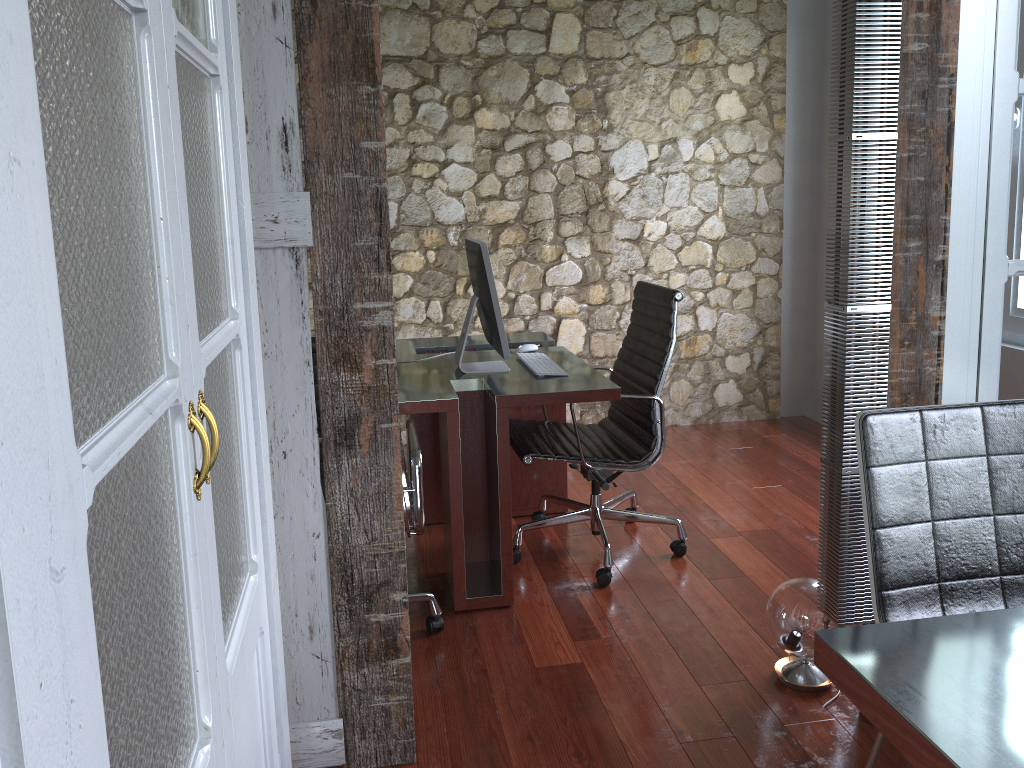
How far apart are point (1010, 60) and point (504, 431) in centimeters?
172cm

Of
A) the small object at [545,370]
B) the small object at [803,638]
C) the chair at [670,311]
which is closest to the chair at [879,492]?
the small object at [803,638]

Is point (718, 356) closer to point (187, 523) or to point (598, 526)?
point (598, 526)

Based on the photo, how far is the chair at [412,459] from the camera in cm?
252

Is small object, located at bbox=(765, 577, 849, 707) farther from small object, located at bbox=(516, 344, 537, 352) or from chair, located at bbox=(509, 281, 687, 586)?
small object, located at bbox=(516, 344, 537, 352)

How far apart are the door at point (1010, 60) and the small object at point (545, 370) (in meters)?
1.40

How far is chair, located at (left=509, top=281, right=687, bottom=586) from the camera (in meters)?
3.17

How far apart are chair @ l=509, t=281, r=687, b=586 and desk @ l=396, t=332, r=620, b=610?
0.1m

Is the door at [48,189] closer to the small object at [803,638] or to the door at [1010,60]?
the small object at [803,638]

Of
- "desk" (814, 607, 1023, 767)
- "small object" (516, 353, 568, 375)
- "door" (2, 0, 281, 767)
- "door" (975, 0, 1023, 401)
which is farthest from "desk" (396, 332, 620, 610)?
"desk" (814, 607, 1023, 767)
